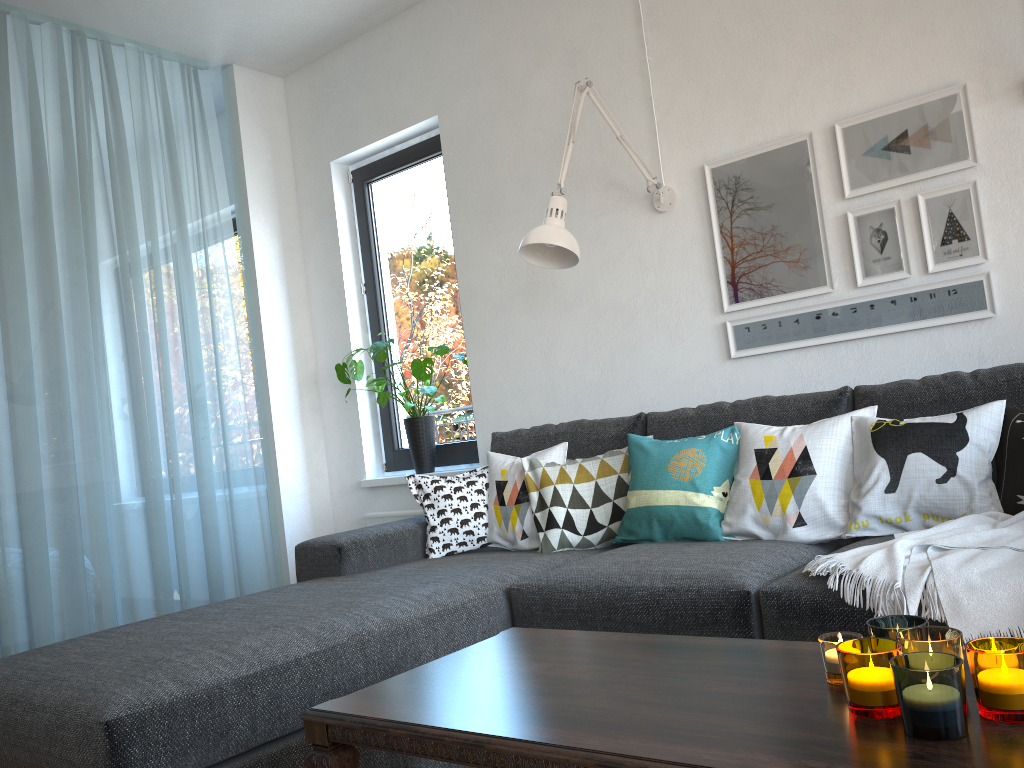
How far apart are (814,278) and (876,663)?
2.0m

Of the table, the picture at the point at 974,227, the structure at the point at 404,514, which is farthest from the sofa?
the structure at the point at 404,514

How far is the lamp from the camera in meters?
2.8 m

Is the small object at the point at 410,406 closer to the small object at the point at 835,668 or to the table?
the table

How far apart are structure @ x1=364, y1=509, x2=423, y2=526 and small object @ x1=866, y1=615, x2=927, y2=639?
2.9 meters

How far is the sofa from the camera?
1.62m

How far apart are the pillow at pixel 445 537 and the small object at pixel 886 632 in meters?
1.9 m

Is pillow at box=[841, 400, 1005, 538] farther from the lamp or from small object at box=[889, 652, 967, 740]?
small object at box=[889, 652, 967, 740]

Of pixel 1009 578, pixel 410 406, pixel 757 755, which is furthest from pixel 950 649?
pixel 410 406

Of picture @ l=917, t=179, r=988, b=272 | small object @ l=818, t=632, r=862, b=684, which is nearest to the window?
picture @ l=917, t=179, r=988, b=272
